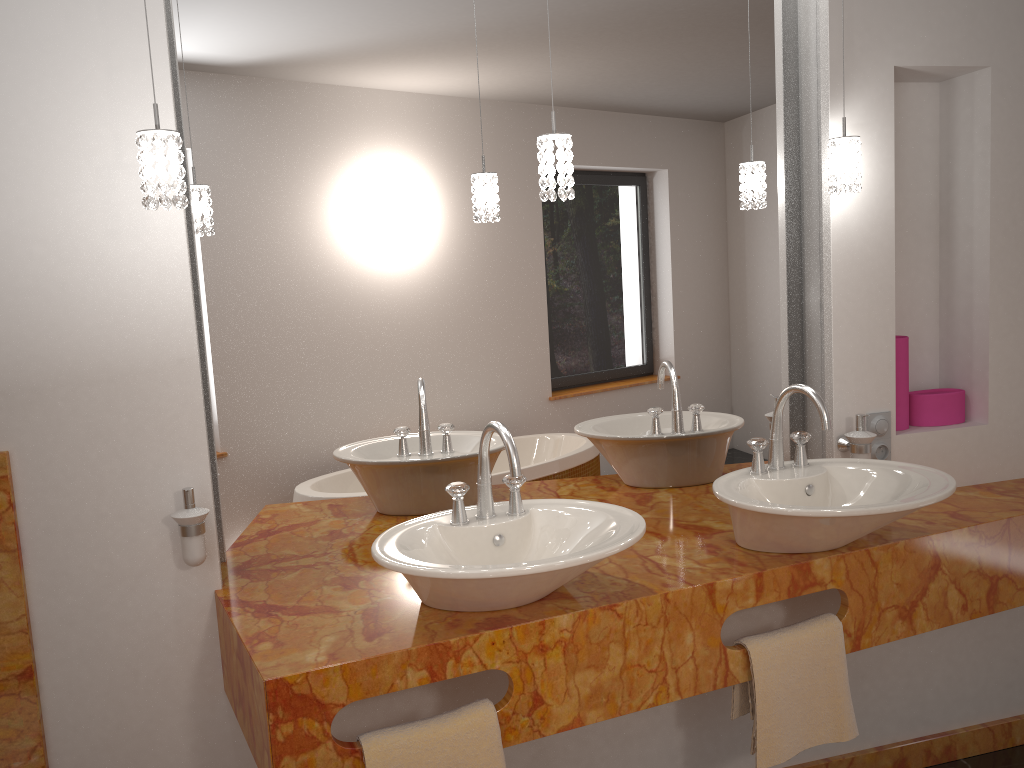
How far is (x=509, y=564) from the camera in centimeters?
153cm

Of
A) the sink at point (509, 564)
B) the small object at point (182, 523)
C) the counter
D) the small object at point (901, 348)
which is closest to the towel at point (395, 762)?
the counter

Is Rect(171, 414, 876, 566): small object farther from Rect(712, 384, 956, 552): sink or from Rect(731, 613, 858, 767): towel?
Rect(731, 613, 858, 767): towel

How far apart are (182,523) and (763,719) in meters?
1.3

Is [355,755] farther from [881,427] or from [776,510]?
[881,427]

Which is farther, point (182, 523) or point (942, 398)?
point (942, 398)

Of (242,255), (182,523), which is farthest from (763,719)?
(242,255)

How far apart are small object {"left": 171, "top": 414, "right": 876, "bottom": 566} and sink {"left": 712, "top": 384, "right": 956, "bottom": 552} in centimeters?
11cm

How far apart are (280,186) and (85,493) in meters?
0.8 m

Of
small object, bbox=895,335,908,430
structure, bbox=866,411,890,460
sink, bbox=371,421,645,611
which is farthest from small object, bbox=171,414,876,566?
sink, bbox=371,421,645,611
